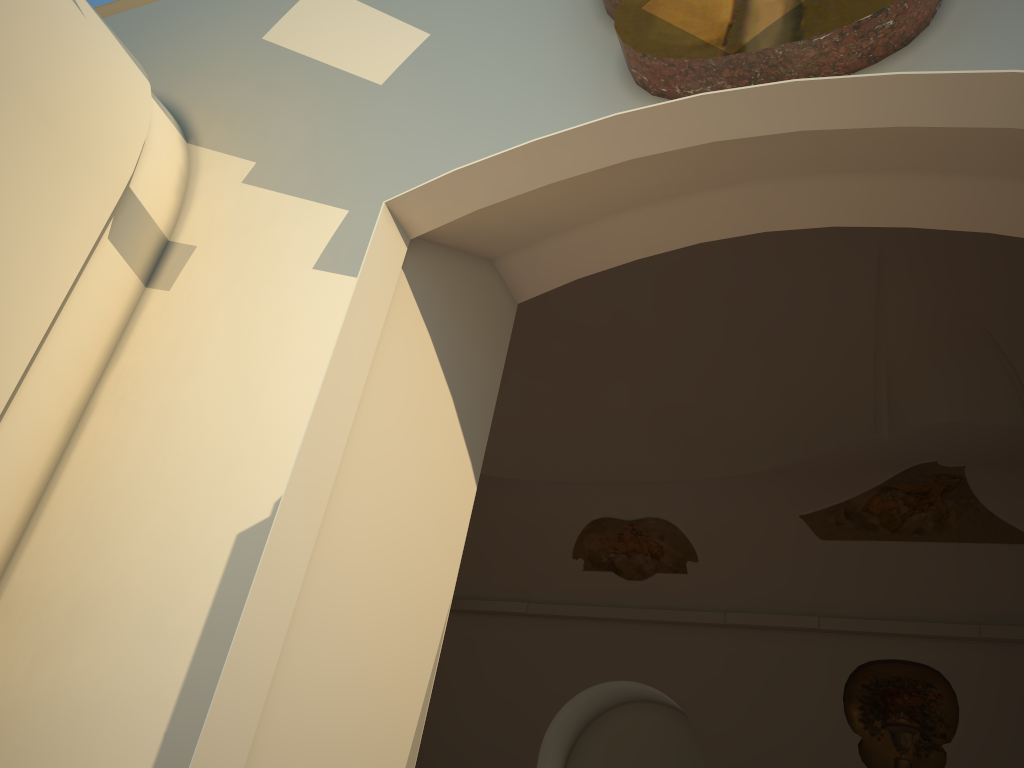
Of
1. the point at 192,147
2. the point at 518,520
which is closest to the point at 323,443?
the point at 192,147
